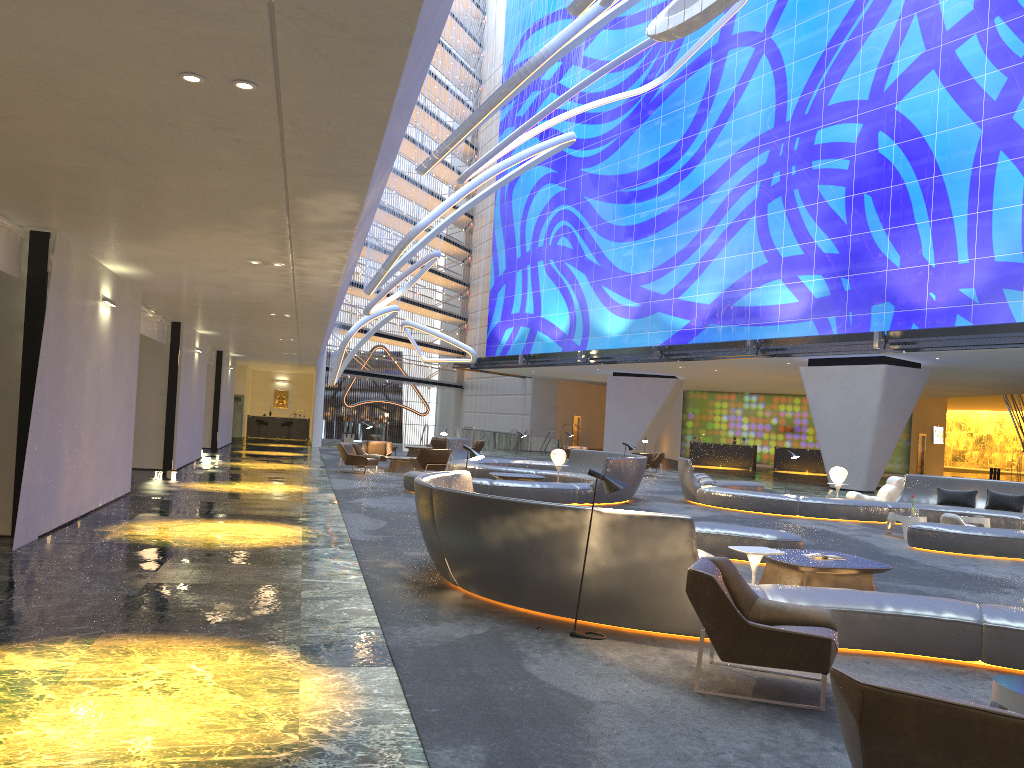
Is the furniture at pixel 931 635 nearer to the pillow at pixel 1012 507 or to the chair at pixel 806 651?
the chair at pixel 806 651

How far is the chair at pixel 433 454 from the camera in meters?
22.5

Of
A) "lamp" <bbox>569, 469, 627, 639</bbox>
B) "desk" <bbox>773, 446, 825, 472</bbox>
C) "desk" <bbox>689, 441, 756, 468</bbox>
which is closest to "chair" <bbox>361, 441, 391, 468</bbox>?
"lamp" <bbox>569, 469, 627, 639</bbox>

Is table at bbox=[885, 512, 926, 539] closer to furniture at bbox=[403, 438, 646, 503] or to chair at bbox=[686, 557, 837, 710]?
furniture at bbox=[403, 438, 646, 503]

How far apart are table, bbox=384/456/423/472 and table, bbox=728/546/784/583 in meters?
17.0 m

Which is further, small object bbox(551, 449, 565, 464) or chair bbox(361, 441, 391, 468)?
chair bbox(361, 441, 391, 468)

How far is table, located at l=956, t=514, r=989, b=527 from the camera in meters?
15.4 m

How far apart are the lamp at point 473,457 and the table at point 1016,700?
6.5 meters

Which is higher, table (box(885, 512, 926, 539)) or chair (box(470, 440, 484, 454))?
chair (box(470, 440, 484, 454))

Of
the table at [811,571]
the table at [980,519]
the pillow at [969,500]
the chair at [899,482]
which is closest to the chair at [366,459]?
the chair at [899,482]
